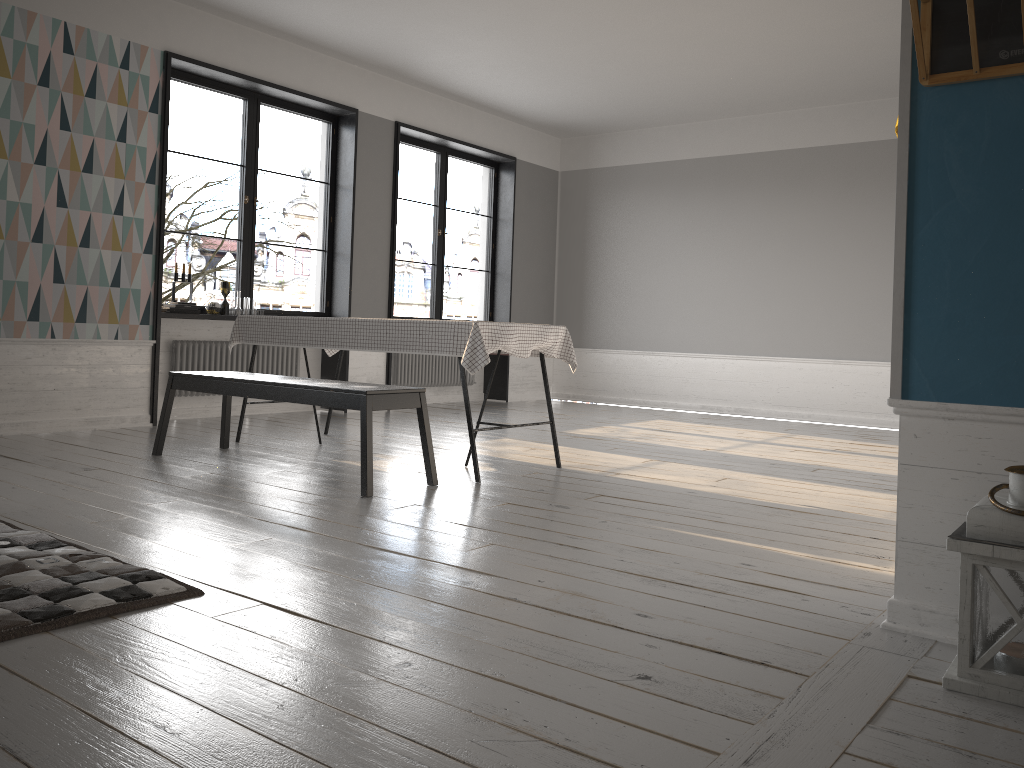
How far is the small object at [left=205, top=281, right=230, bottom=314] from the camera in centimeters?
660cm

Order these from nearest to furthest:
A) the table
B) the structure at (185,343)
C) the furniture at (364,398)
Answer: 1. the furniture at (364,398)
2. the table
3. the structure at (185,343)

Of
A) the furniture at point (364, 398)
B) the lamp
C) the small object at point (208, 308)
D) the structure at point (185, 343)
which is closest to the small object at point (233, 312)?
the small object at point (208, 308)

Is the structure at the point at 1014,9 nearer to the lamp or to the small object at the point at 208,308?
the lamp

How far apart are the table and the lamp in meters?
2.5 m

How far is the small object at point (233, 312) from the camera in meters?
6.8 m

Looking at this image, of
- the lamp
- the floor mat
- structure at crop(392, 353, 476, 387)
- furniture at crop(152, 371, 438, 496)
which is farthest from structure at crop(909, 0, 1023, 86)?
structure at crop(392, 353, 476, 387)

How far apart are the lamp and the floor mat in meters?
1.9 m

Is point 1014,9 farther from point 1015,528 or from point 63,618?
point 63,618

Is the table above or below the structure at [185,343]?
above
